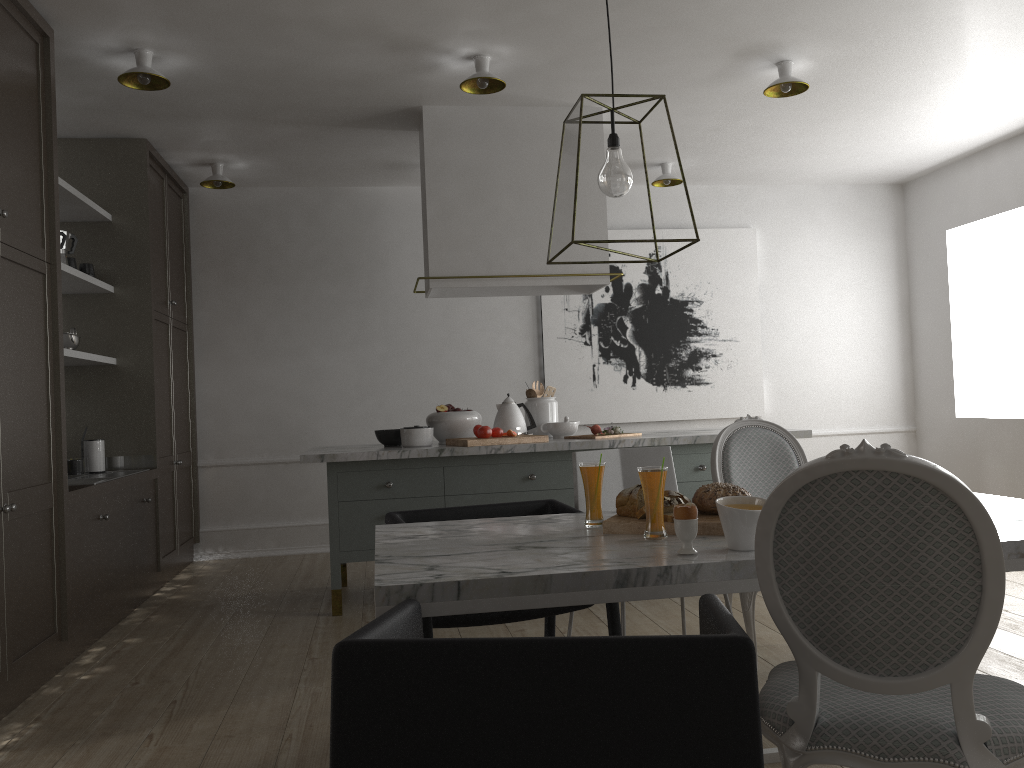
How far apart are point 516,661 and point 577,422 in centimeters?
330cm

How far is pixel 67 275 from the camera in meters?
4.0

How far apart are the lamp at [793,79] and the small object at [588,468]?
2.42m

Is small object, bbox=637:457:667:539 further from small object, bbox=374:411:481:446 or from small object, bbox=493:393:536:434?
small object, bbox=493:393:536:434

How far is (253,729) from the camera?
2.6 meters

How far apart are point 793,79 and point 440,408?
2.19m

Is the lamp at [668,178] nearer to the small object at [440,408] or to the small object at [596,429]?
the small object at [596,429]

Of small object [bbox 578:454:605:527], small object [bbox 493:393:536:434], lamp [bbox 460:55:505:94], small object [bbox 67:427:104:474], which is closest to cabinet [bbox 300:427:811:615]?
small object [bbox 493:393:536:434]

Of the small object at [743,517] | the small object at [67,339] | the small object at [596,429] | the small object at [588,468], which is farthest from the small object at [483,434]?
the small object at [743,517]

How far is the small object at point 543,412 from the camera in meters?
4.5
